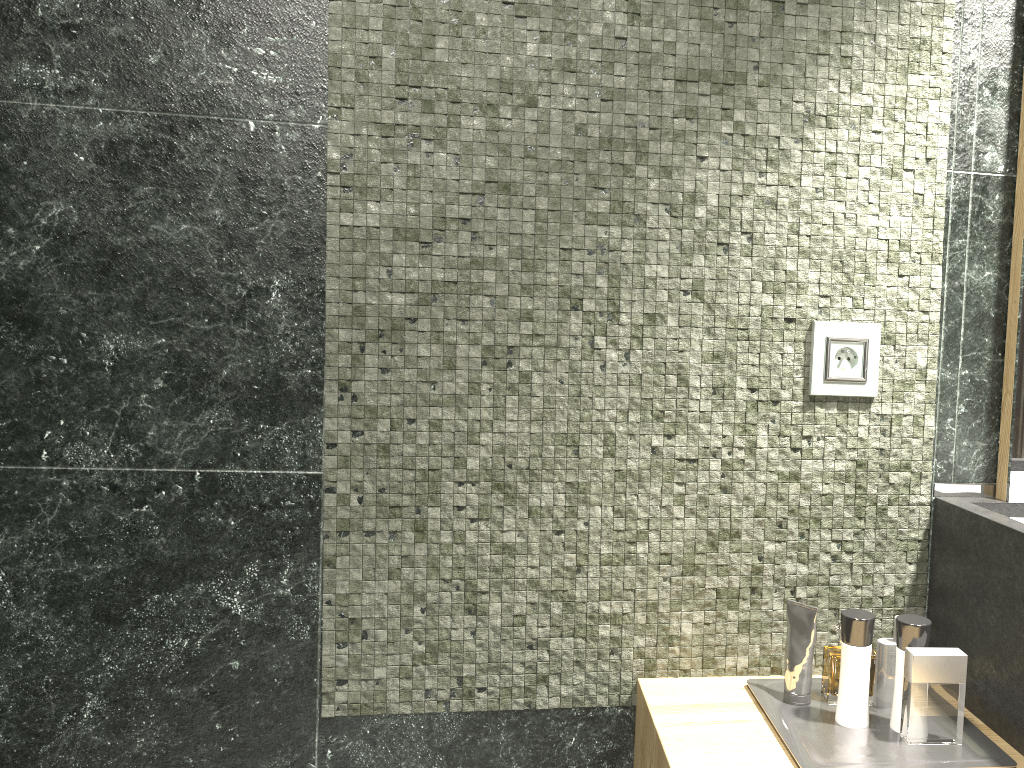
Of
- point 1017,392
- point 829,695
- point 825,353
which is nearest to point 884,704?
point 829,695

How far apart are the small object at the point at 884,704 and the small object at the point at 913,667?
1.07m

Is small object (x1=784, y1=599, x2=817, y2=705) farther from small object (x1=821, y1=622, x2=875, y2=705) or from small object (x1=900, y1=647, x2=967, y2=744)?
small object (x1=821, y1=622, x2=875, y2=705)

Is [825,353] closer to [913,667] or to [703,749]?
[913,667]

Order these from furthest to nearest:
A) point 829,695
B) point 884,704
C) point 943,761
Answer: point 829,695, point 884,704, point 943,761

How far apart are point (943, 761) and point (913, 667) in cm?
12

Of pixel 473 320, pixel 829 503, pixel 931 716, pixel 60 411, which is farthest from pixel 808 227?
pixel 931 716

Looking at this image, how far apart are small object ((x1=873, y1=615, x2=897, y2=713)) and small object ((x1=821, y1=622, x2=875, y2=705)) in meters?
0.3 m

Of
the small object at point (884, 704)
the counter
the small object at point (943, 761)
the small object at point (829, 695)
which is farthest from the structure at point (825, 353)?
the small object at point (829, 695)

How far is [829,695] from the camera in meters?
13.1
